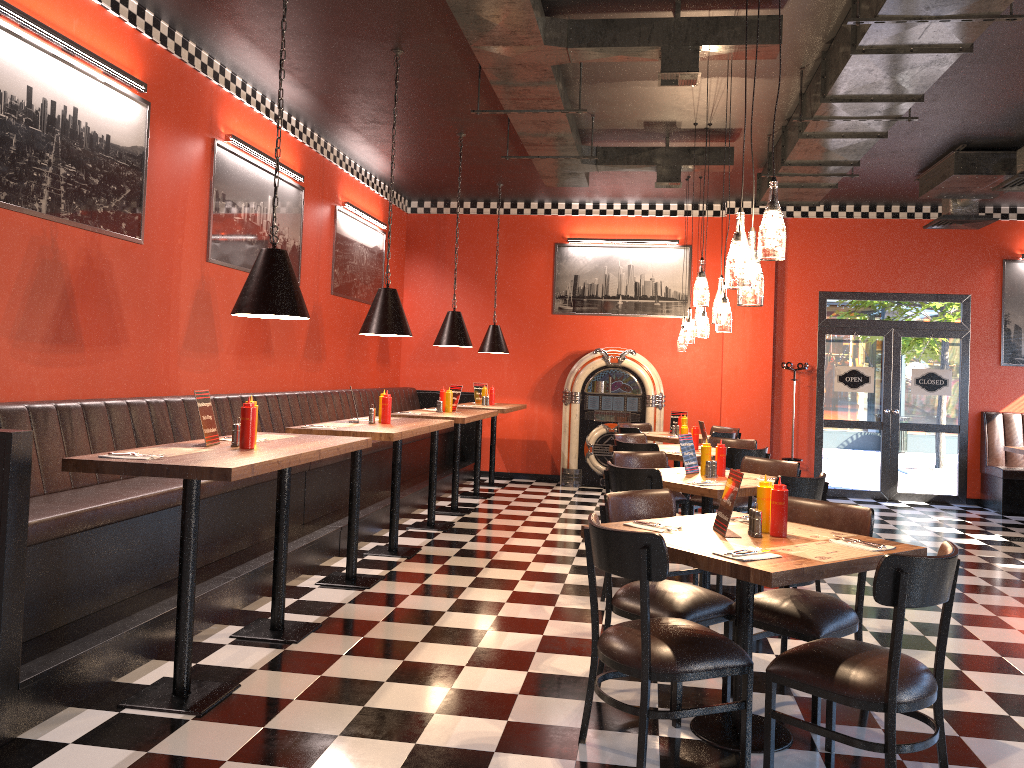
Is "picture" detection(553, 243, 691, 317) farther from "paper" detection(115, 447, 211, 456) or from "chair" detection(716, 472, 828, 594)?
"paper" detection(115, 447, 211, 456)

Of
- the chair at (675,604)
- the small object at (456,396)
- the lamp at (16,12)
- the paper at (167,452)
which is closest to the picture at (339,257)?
the small object at (456,396)

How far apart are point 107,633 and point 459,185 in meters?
5.6 m

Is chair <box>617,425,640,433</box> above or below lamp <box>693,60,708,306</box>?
below

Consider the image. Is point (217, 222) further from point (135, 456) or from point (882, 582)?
point (882, 582)

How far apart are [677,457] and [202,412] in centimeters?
427cm

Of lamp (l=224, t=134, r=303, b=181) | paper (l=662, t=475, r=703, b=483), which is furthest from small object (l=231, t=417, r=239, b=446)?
lamp (l=224, t=134, r=303, b=181)

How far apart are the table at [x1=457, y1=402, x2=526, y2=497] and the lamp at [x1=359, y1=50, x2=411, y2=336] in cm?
351

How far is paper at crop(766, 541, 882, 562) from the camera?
3.24m

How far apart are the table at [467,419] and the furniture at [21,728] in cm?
25
